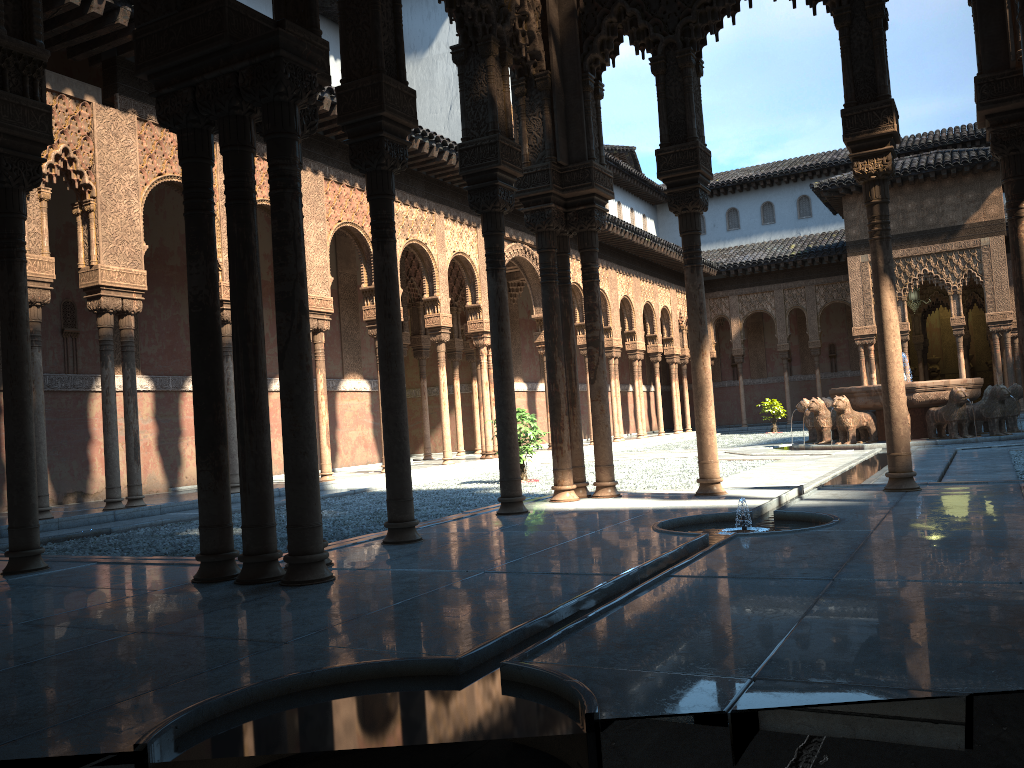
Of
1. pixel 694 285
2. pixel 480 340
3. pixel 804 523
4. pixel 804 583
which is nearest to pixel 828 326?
pixel 480 340

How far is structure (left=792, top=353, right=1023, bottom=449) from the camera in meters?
17.0

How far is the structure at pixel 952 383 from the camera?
17.0m
